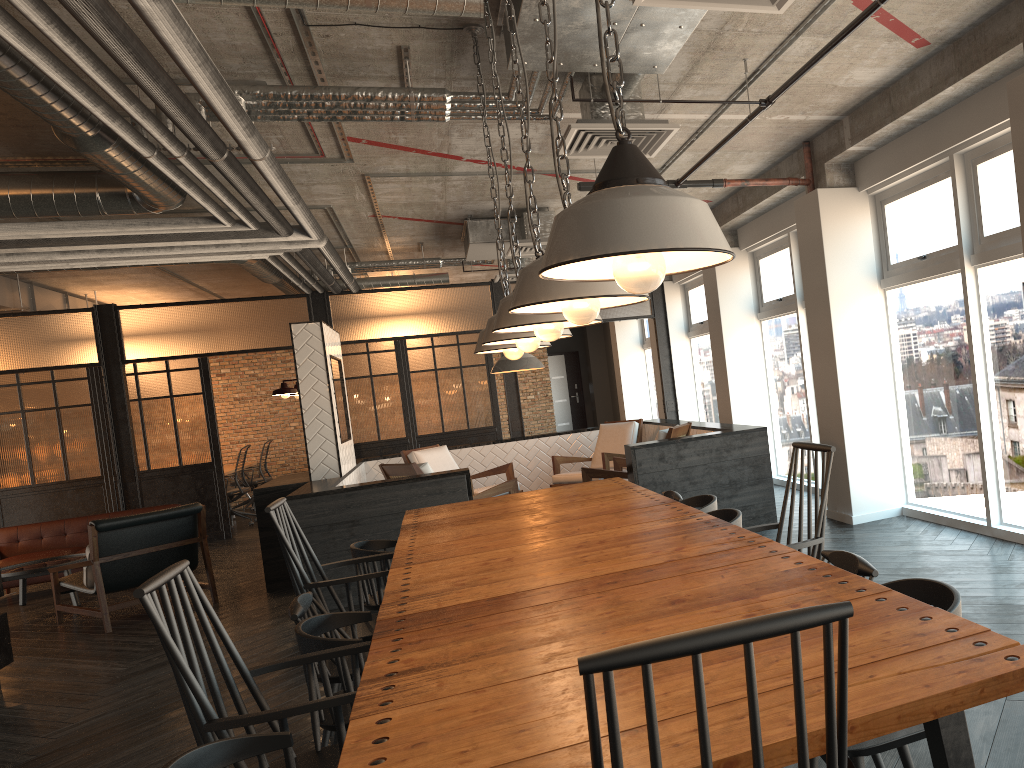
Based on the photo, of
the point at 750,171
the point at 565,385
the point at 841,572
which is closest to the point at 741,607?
the point at 841,572

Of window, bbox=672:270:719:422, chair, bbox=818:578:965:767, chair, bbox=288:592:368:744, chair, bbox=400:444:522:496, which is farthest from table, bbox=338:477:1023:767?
window, bbox=672:270:719:422

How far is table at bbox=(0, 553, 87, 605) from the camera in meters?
7.9 m

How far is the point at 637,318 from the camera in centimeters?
1084cm

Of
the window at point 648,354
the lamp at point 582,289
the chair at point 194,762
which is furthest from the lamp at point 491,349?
the window at point 648,354

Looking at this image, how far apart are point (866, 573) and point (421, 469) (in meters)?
4.91

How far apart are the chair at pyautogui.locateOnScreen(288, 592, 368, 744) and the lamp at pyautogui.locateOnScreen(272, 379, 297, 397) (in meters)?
4.56

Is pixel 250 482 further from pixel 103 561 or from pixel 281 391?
pixel 103 561

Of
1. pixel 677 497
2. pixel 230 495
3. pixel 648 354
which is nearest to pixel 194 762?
pixel 677 497

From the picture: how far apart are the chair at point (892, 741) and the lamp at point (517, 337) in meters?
1.7
